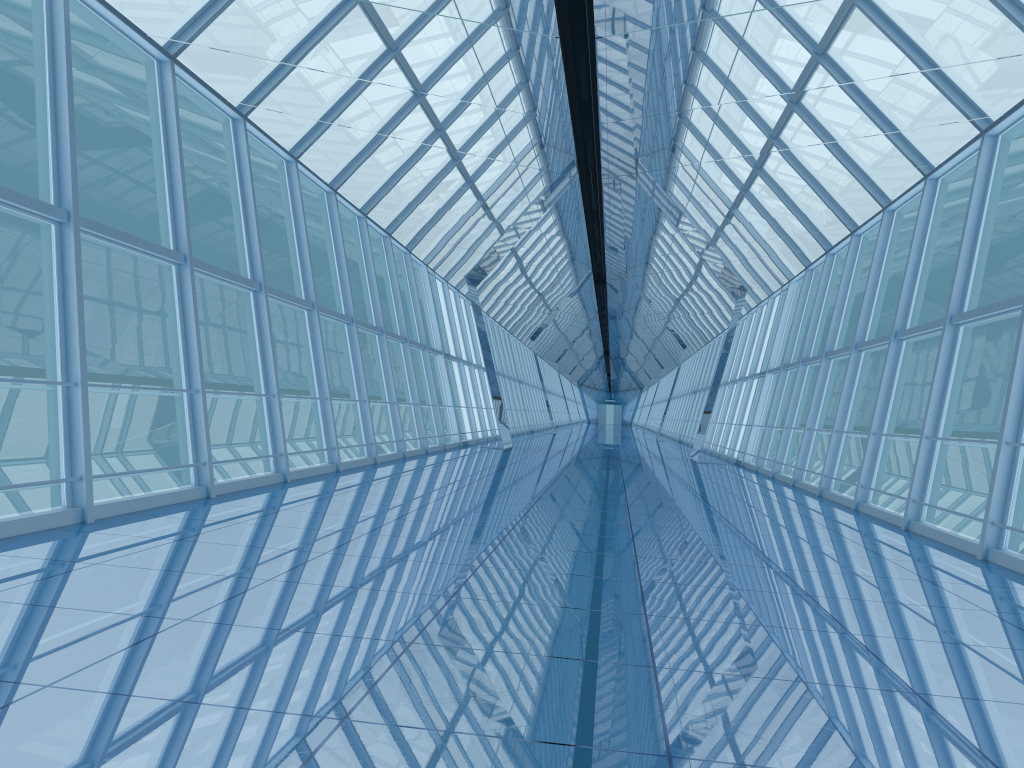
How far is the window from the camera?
8.29m

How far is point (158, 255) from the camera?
8.3 meters
